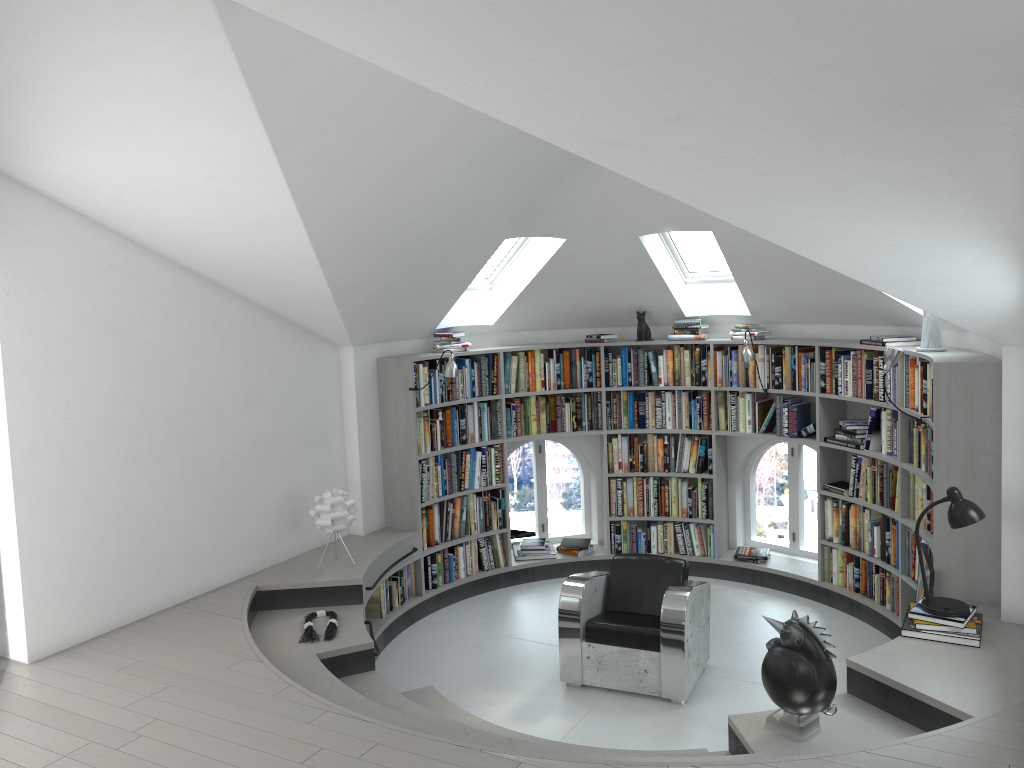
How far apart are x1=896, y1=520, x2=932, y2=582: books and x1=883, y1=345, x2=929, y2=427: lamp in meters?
1.2 m

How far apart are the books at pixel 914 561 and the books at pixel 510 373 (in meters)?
2.93

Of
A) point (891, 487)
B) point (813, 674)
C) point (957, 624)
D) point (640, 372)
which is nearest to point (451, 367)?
point (640, 372)

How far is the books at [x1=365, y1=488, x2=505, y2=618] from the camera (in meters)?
6.66

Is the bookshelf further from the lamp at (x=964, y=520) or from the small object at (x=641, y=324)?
the lamp at (x=964, y=520)

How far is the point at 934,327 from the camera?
5.6m

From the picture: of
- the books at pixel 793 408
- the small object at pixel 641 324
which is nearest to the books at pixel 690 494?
the books at pixel 793 408

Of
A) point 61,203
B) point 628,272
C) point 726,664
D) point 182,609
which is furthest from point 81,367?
point 726,664

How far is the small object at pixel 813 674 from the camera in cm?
387

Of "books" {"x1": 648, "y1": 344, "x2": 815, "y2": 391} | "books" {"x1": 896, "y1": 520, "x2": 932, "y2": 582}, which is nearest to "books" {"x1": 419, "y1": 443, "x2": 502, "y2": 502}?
"books" {"x1": 648, "y1": 344, "x2": 815, "y2": 391}
